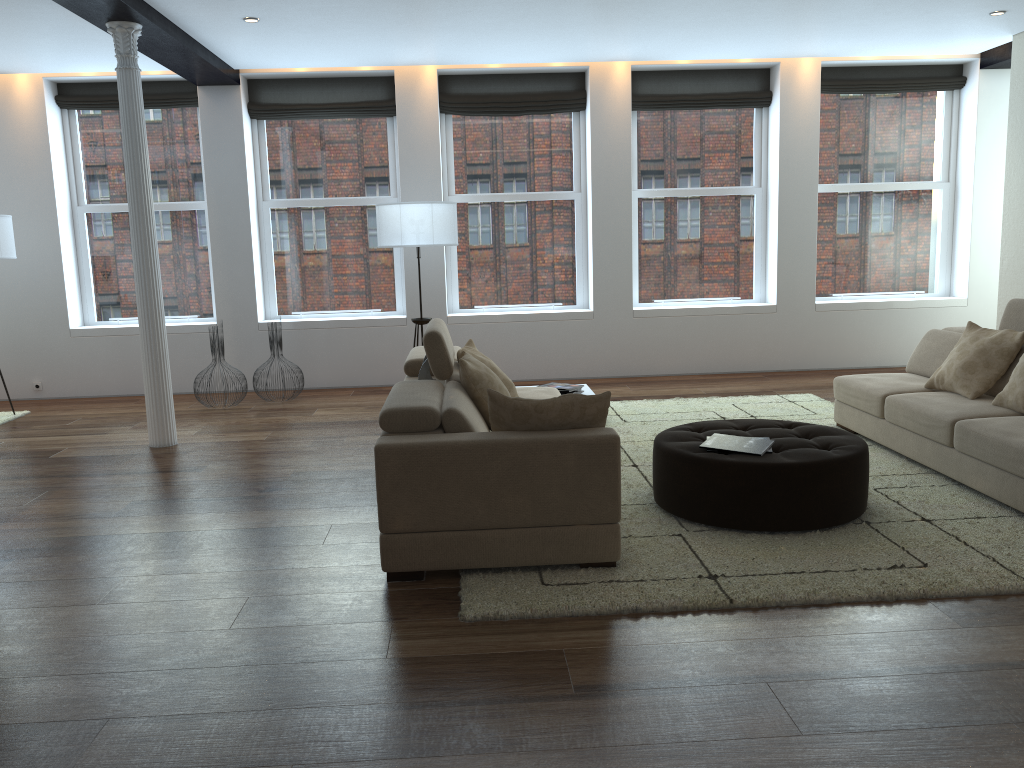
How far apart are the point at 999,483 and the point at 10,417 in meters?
7.4

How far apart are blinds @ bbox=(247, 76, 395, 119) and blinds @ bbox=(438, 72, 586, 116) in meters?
0.5 m

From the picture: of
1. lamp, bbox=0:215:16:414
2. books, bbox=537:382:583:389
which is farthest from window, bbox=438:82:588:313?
lamp, bbox=0:215:16:414

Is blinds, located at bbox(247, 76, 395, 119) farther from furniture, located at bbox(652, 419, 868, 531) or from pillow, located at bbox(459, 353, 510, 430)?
furniture, located at bbox(652, 419, 868, 531)

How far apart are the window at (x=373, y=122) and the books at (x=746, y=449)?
5.2m

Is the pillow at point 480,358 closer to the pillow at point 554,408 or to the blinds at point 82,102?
the pillow at point 554,408

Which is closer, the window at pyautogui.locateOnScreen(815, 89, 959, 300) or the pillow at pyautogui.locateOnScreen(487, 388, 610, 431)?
the pillow at pyautogui.locateOnScreen(487, 388, 610, 431)

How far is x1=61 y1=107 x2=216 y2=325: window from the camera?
8.6m

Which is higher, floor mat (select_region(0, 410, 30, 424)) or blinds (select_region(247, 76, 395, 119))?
blinds (select_region(247, 76, 395, 119))

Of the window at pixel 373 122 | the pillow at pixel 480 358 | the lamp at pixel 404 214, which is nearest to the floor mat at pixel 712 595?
the pillow at pixel 480 358
